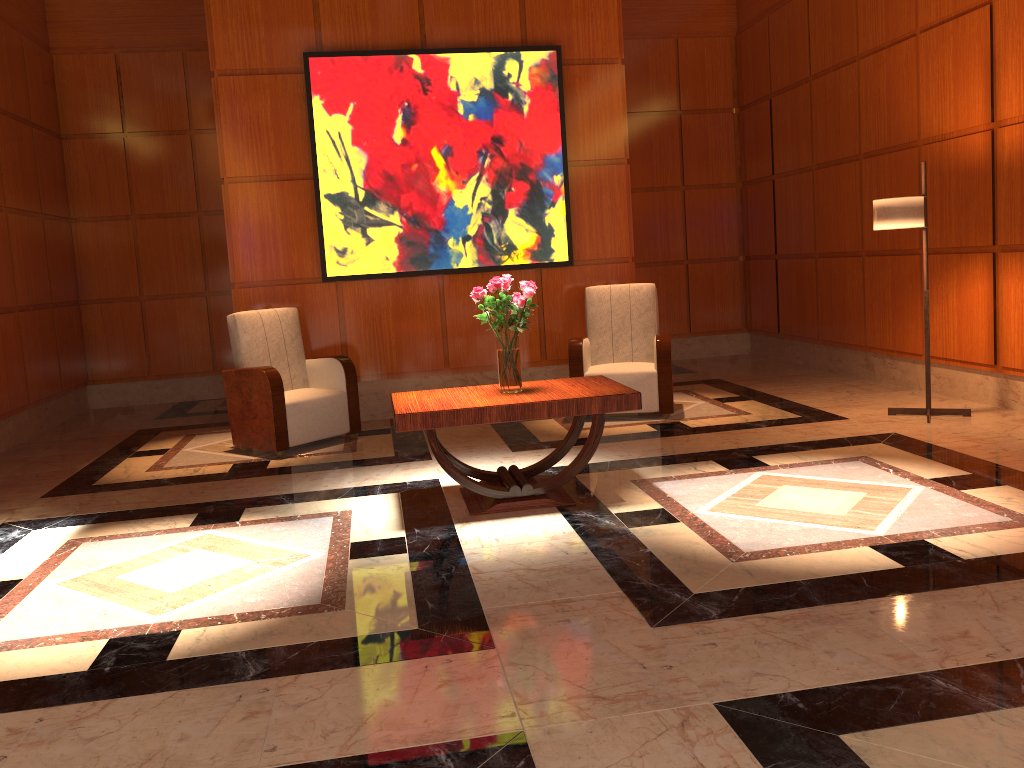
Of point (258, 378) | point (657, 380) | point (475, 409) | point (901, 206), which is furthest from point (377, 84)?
point (901, 206)

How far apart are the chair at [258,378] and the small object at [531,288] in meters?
1.9

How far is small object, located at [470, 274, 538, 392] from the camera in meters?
4.3 m

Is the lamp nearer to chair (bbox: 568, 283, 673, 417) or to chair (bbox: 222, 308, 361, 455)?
chair (bbox: 568, 283, 673, 417)

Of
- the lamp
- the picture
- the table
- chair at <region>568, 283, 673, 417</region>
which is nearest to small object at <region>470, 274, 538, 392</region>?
the table

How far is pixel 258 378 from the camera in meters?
5.9 m

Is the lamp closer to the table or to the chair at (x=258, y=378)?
the table

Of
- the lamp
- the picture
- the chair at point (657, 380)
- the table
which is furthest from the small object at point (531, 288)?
the lamp

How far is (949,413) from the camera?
5.8 meters

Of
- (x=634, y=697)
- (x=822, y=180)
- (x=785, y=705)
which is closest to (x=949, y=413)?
(x=822, y=180)
